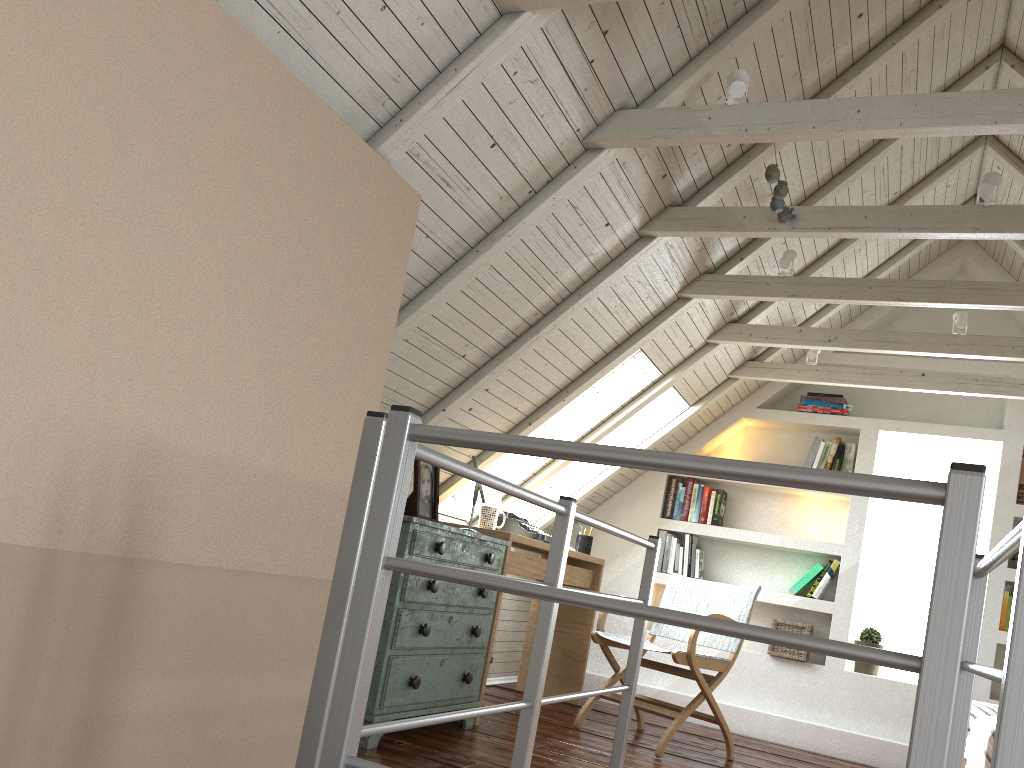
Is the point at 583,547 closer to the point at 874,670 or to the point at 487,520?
the point at 487,520

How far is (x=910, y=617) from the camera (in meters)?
4.86

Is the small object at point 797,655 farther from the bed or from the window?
the bed

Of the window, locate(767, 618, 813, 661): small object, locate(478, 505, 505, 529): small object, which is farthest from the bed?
locate(478, 505, 505, 529): small object

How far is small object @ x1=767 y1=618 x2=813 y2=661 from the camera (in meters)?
4.66

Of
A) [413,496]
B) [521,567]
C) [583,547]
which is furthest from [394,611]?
[583,547]

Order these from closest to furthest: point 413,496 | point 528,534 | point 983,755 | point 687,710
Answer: point 983,755, point 413,496, point 687,710, point 528,534

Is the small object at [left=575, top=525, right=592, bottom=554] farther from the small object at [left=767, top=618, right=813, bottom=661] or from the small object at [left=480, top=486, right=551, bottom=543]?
the small object at [left=767, top=618, right=813, bottom=661]

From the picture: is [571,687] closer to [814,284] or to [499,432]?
A: [499,432]

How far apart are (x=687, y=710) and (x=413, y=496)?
1.48m
